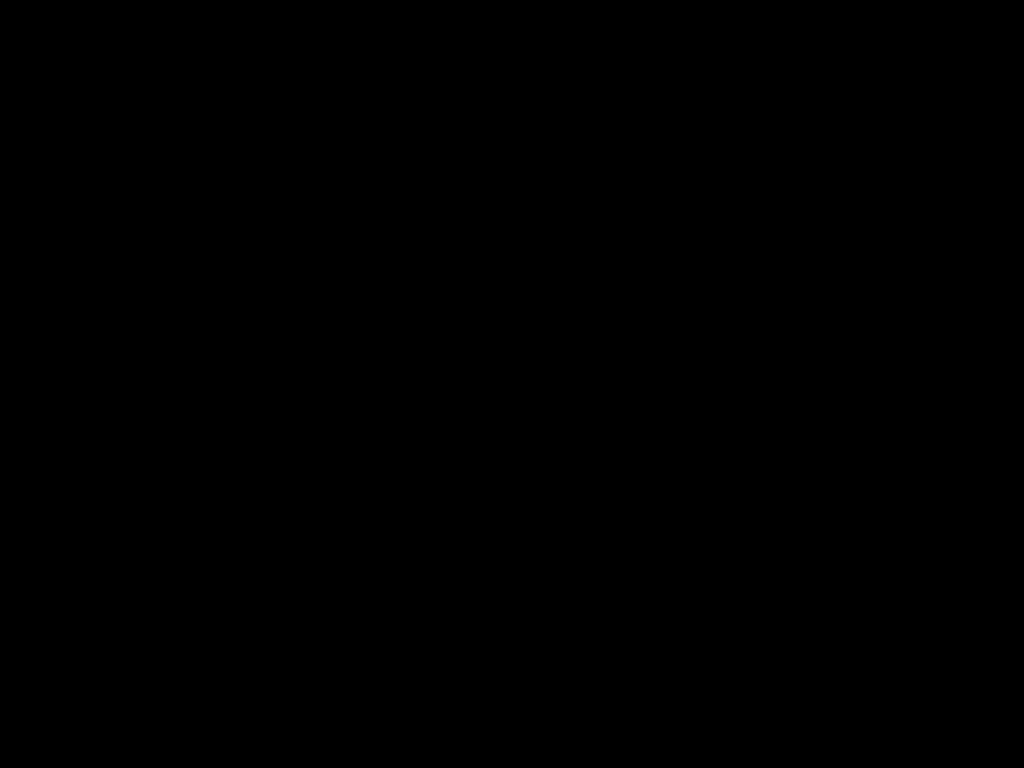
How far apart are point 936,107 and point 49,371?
2.6 meters

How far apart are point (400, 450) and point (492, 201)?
2.2m

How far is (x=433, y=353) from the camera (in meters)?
2.64

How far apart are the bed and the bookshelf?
0.0 meters

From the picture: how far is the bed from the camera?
0.3 meters

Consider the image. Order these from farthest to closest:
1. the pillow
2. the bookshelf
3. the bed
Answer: the pillow < the bookshelf < the bed

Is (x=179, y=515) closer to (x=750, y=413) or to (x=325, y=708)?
(x=325, y=708)

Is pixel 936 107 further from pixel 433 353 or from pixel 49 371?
pixel 49 371

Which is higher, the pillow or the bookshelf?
the pillow

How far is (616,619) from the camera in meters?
1.1 m
